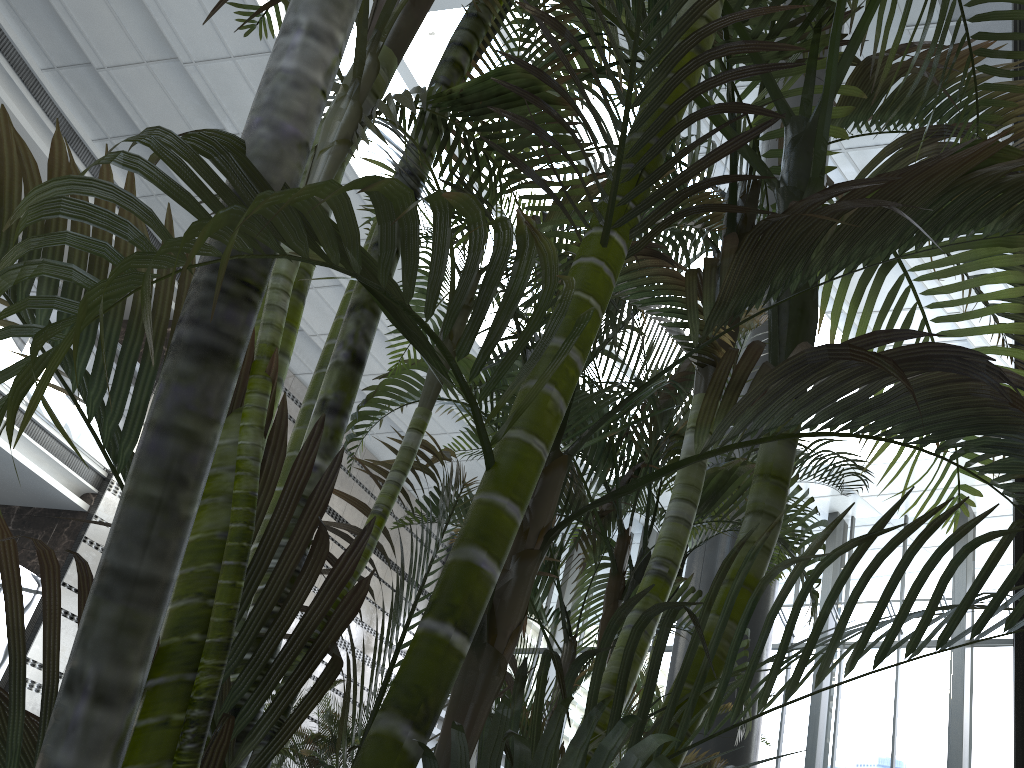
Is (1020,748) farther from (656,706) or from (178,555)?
(656,706)

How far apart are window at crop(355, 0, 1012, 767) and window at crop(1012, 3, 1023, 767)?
7.4 meters

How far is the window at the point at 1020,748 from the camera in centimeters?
181cm

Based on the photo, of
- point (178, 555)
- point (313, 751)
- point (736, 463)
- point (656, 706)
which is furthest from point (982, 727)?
point (178, 555)

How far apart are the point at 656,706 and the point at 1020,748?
3.66m

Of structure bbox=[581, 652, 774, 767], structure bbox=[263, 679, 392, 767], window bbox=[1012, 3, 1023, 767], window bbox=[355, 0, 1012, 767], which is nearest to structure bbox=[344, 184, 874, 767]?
window bbox=[1012, 3, 1023, 767]

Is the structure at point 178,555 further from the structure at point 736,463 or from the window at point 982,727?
the window at point 982,727

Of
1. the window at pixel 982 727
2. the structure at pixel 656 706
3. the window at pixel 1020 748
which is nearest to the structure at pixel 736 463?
the window at pixel 1020 748

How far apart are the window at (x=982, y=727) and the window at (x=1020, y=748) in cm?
739

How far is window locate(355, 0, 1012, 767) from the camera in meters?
9.9 m
